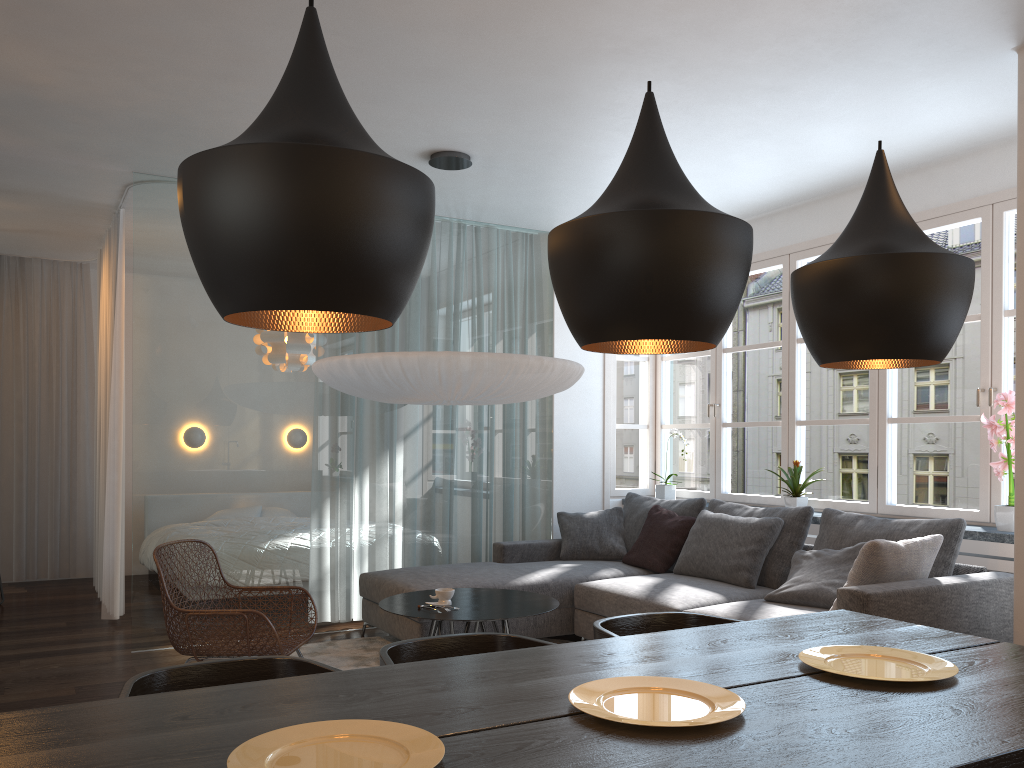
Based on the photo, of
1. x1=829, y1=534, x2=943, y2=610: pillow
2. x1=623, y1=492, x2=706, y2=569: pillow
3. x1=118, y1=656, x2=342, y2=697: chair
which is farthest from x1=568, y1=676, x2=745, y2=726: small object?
x1=623, y1=492, x2=706, y2=569: pillow

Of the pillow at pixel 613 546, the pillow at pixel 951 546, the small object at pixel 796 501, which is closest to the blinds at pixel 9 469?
the pillow at pixel 613 546

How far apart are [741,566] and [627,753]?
3.5m

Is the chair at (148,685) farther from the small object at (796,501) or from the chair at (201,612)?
the small object at (796,501)

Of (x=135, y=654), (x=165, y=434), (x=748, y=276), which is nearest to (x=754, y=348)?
(x=165, y=434)

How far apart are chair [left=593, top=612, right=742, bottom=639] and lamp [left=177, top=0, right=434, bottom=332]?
1.3m

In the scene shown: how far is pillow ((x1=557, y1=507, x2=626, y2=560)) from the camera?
5.89m

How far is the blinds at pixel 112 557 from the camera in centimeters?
577cm

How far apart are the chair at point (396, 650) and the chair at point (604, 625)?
0.2m

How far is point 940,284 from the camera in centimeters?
196cm
